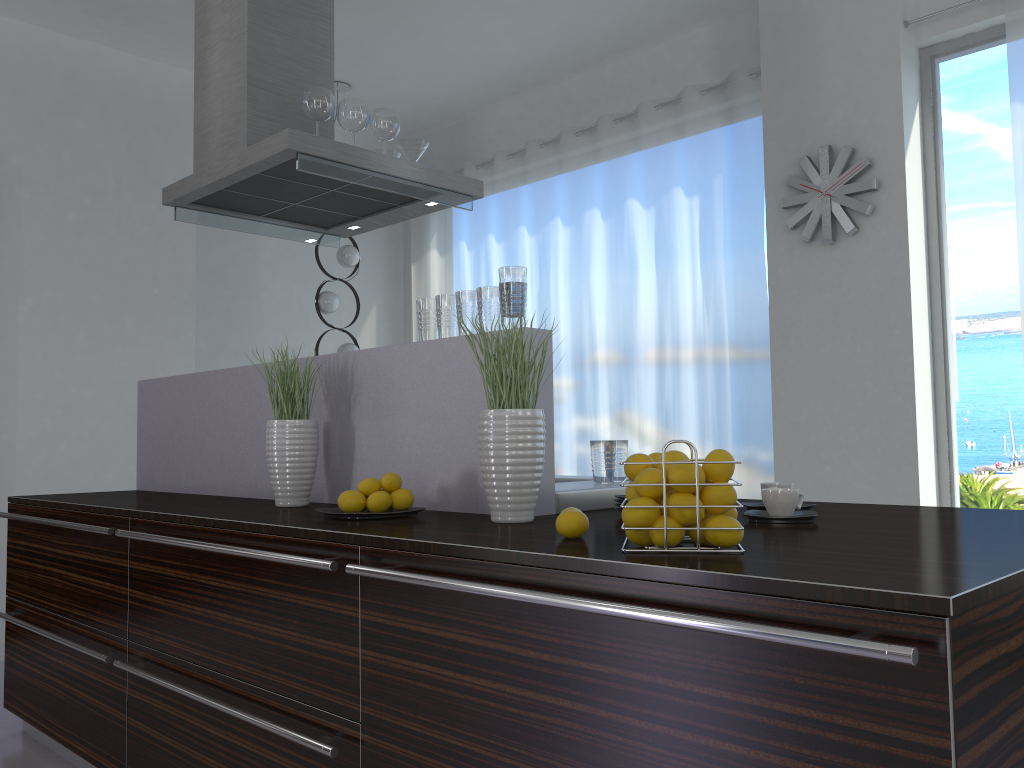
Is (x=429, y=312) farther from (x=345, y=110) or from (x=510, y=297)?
(x=345, y=110)

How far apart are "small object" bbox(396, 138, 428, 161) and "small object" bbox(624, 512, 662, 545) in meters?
2.6 m

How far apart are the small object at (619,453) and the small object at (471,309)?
0.6 meters

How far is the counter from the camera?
1.17m

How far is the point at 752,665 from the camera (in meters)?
1.13

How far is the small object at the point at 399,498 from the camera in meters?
2.1 m

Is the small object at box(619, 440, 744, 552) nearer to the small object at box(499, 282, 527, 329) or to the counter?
the counter

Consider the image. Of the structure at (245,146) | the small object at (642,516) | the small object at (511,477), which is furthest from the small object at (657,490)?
the structure at (245,146)

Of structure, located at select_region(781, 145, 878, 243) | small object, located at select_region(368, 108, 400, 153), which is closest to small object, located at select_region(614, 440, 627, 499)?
small object, located at select_region(368, 108, 400, 153)

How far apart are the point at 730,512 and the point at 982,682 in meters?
0.5 m
